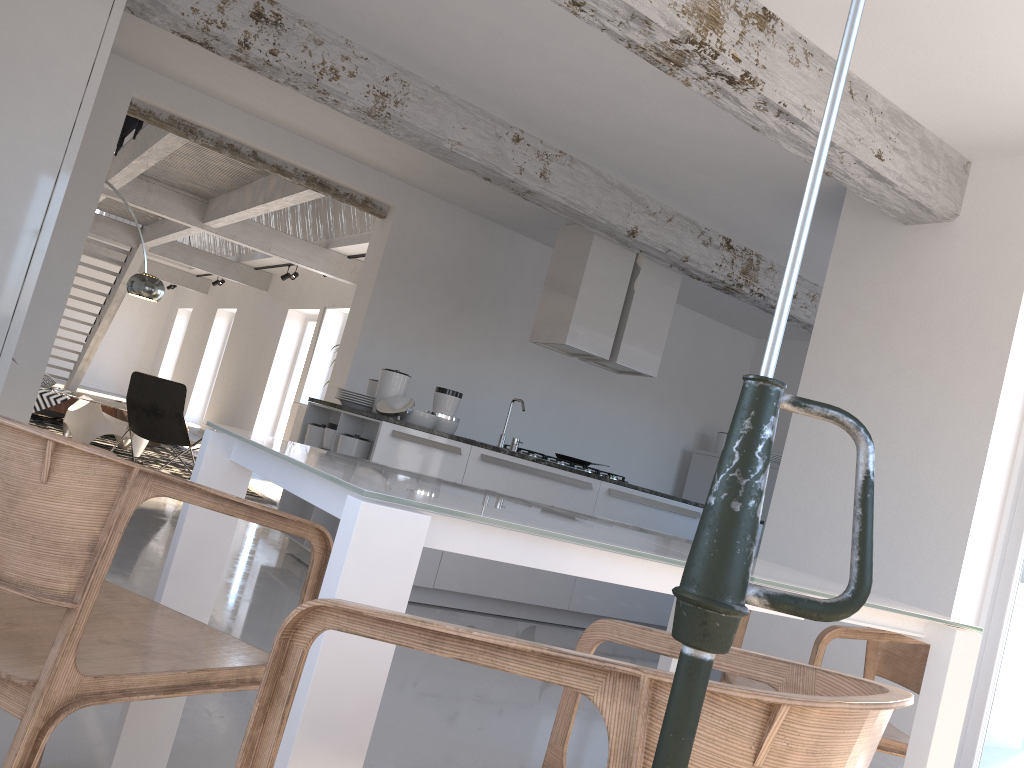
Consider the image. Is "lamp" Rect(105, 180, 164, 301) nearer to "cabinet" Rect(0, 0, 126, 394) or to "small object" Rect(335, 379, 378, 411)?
"small object" Rect(335, 379, 378, 411)

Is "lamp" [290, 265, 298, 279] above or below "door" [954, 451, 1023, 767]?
above

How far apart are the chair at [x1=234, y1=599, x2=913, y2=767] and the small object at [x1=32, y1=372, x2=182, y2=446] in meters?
7.6

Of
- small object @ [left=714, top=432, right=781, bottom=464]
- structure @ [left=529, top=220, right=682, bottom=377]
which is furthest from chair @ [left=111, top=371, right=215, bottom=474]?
small object @ [left=714, top=432, right=781, bottom=464]

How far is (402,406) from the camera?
5.2m

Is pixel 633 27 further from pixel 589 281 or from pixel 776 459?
pixel 776 459

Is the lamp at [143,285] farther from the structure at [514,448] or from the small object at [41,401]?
the structure at [514,448]

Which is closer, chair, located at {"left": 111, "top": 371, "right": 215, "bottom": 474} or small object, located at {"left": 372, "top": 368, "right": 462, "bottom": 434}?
small object, located at {"left": 372, "top": 368, "right": 462, "bottom": 434}

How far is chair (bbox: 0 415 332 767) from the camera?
1.3 meters

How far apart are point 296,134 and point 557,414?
3.38m
